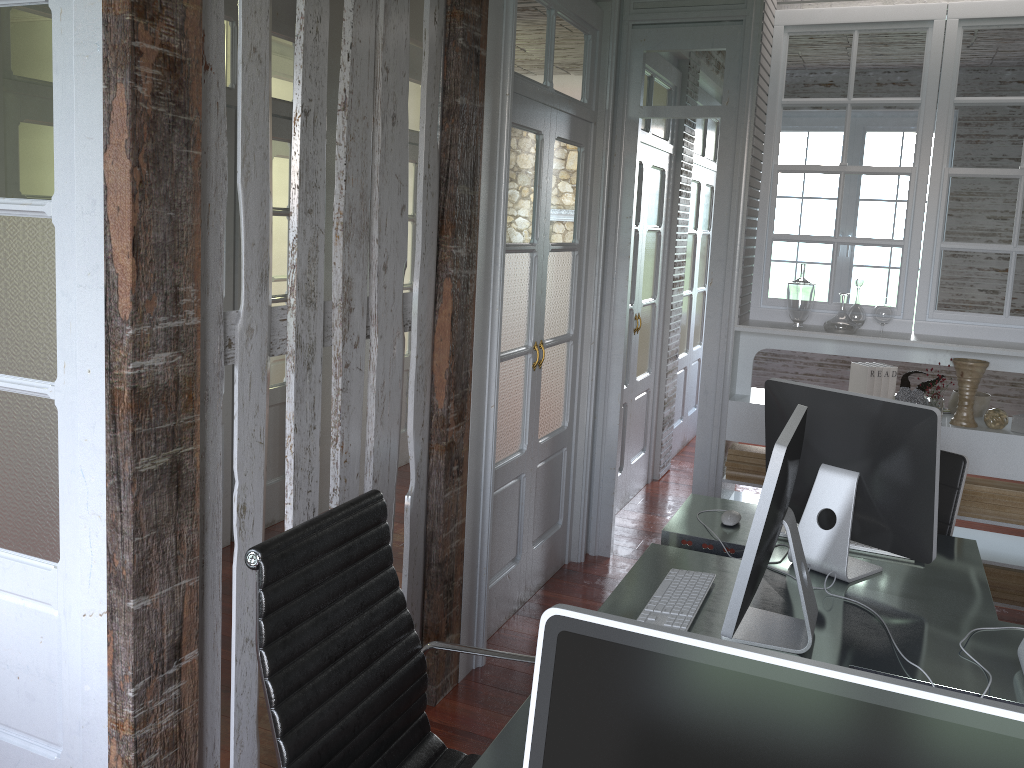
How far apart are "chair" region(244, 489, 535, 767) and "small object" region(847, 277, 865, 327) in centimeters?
269cm

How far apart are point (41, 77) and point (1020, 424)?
3.7m

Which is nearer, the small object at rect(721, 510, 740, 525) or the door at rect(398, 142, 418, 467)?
the small object at rect(721, 510, 740, 525)

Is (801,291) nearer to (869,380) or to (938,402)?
(869,380)

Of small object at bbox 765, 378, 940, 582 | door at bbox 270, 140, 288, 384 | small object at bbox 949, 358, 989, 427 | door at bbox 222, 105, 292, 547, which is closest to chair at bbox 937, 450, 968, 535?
small object at bbox 765, 378, 940, 582

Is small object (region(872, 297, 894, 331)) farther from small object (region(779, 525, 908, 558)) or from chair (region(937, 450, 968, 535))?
small object (region(779, 525, 908, 558))

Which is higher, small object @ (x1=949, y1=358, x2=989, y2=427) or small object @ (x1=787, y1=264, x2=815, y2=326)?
small object @ (x1=787, y1=264, x2=815, y2=326)

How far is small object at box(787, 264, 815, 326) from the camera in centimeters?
400cm

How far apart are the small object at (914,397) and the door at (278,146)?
3.80m

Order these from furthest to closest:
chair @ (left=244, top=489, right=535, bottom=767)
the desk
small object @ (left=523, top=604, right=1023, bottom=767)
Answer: the desk
chair @ (left=244, top=489, right=535, bottom=767)
small object @ (left=523, top=604, right=1023, bottom=767)
